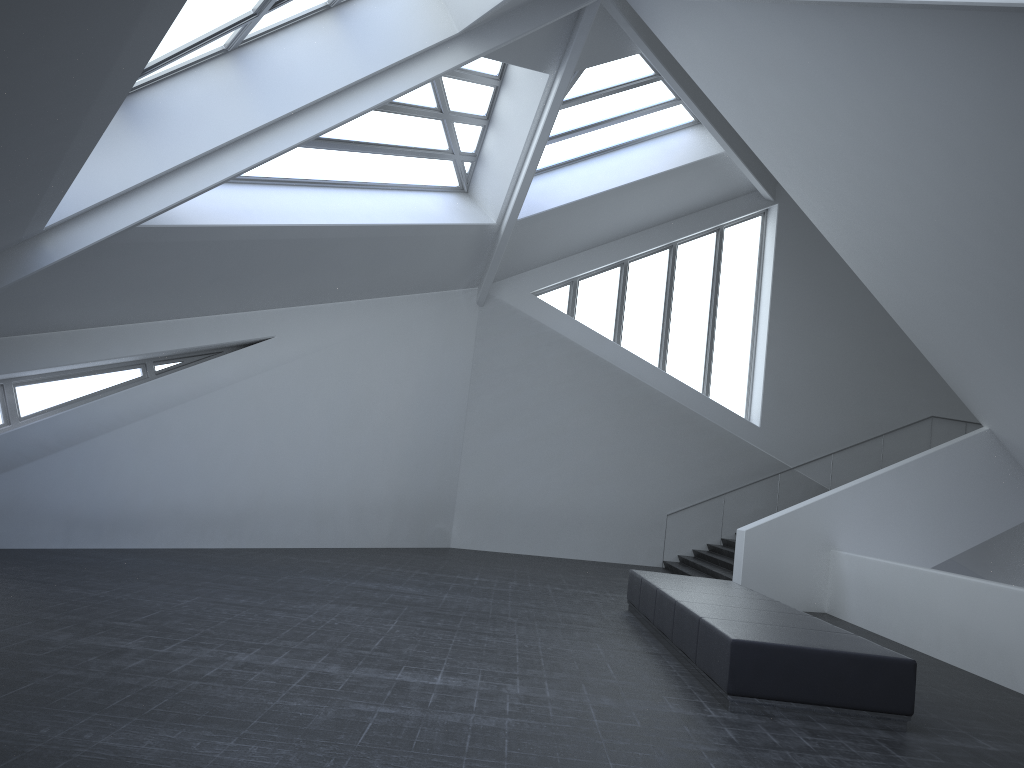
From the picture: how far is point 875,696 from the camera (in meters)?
7.00

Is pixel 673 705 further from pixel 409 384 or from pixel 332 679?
pixel 409 384

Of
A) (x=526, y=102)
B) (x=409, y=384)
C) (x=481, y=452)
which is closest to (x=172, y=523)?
(x=409, y=384)

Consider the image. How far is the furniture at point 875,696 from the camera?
7.0m

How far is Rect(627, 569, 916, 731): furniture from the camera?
7.00m

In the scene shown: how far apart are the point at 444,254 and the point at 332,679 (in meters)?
12.64
